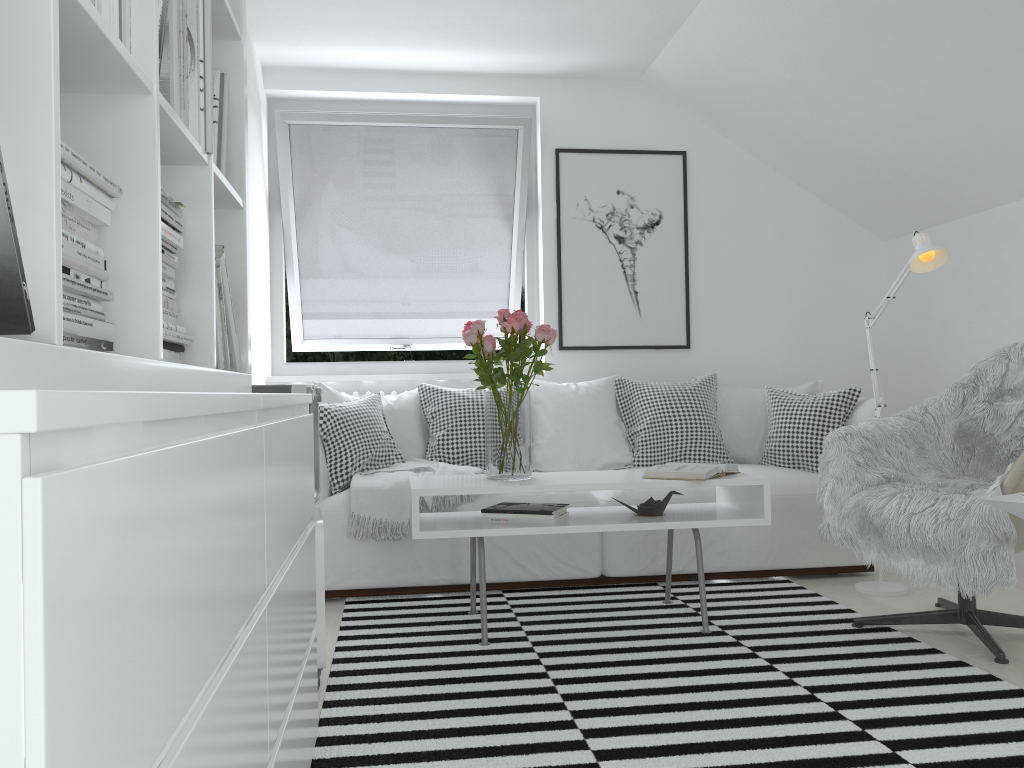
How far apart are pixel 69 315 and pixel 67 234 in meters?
0.1 m

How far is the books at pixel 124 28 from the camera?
1.2m

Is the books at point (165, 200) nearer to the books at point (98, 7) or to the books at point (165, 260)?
the books at point (165, 260)

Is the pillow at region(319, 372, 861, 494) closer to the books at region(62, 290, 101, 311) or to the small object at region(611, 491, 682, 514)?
the small object at region(611, 491, 682, 514)

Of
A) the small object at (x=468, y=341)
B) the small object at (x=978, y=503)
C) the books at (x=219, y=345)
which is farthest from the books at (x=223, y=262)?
the small object at (x=978, y=503)

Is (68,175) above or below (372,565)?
above

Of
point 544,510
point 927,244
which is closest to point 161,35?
point 544,510

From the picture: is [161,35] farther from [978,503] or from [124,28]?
[978,503]

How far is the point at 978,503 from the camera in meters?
2.6

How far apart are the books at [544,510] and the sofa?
0.4m
